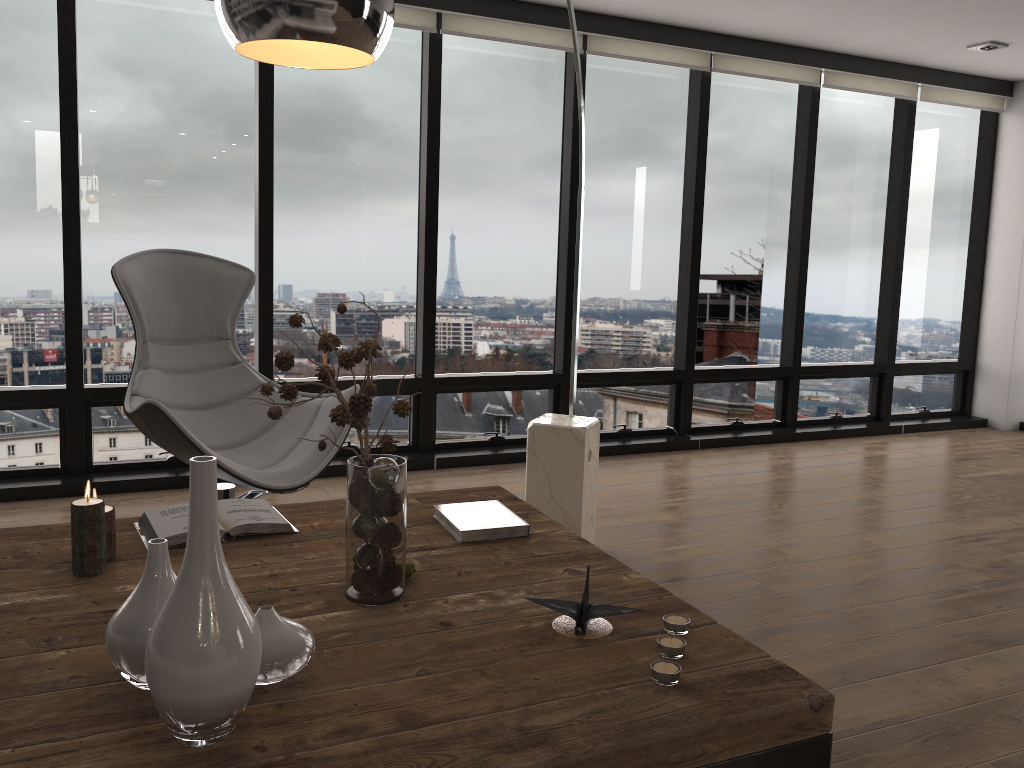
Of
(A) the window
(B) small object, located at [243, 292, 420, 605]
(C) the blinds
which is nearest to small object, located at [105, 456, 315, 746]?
(B) small object, located at [243, 292, 420, 605]

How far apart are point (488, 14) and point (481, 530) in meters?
3.2 m

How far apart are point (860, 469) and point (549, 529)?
3.31m

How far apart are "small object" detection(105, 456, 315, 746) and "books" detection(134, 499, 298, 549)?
0.6m

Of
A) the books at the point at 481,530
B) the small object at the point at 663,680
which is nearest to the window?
the books at the point at 481,530

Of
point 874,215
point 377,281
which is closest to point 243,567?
point 377,281

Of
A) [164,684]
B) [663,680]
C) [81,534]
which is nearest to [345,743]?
[164,684]

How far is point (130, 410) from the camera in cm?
294

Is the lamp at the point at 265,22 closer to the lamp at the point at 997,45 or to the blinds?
the blinds

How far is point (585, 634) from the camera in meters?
1.6
